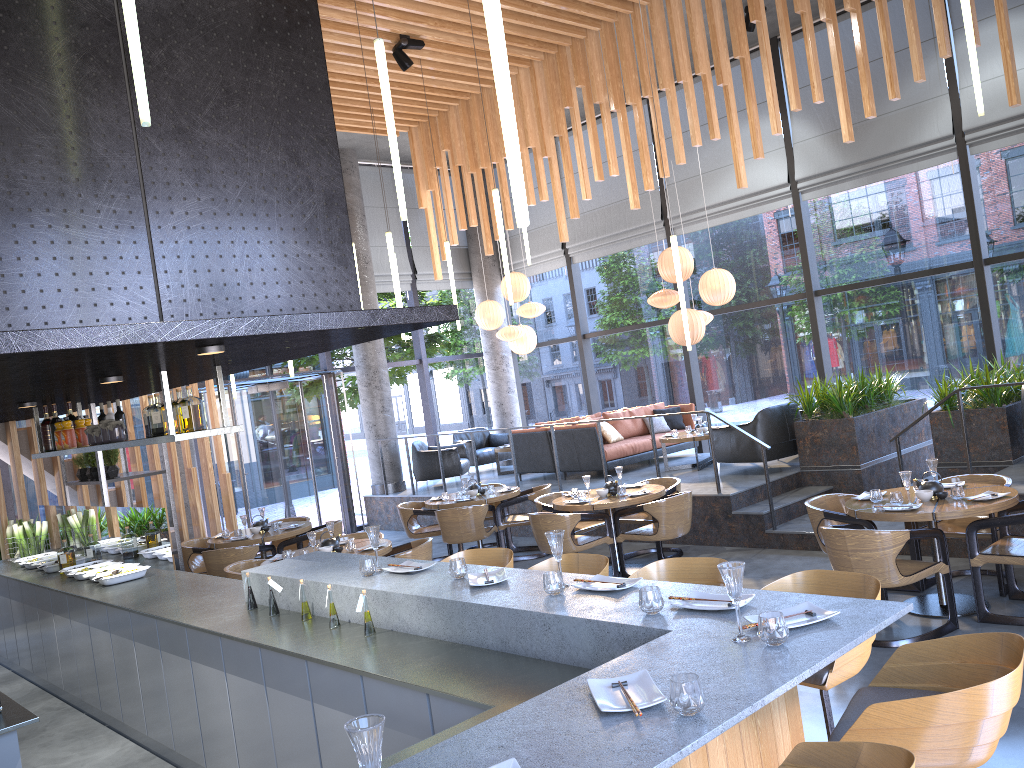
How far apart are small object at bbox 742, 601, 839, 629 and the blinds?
8.73m

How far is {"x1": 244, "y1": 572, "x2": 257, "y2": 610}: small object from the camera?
4.88m

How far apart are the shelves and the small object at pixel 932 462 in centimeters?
638cm

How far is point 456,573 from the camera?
4.0m

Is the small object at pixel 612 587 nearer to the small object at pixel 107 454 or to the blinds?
the small object at pixel 107 454

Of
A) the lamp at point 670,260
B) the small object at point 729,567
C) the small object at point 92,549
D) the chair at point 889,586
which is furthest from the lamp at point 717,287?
the small object at point 729,567

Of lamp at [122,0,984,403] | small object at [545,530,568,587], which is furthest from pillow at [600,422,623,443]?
small object at [545,530,568,587]

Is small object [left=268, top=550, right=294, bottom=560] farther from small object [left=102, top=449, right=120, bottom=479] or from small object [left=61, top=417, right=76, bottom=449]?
small object [left=61, top=417, right=76, bottom=449]

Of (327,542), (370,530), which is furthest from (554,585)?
(327,542)

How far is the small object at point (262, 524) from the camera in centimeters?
955cm
